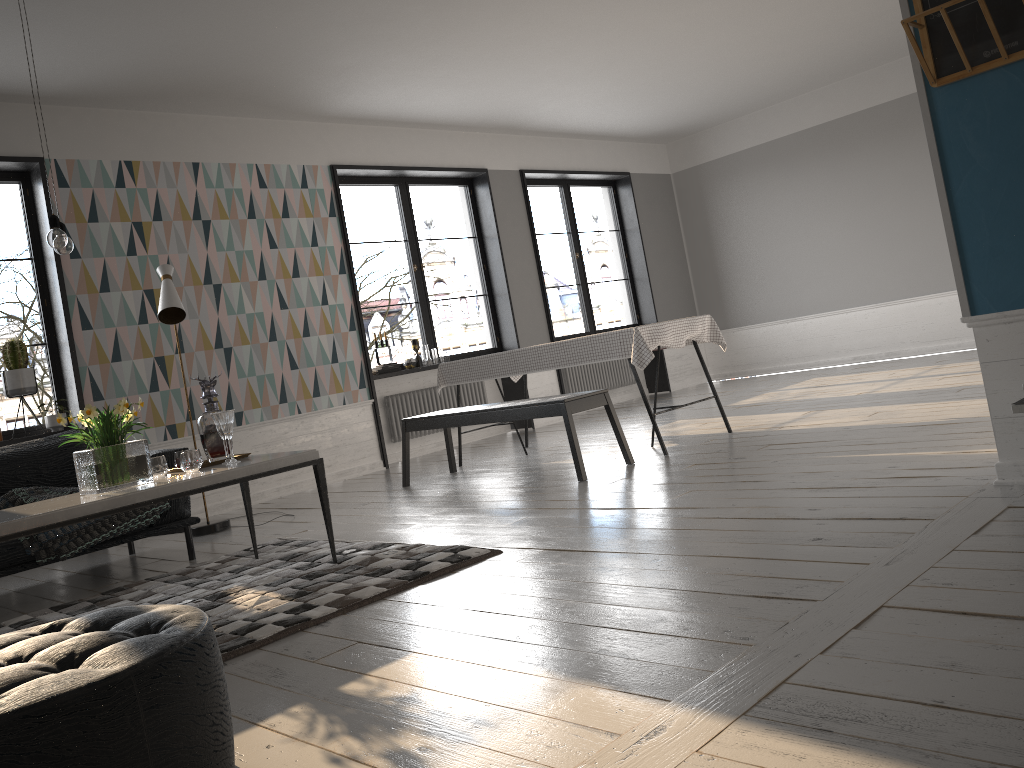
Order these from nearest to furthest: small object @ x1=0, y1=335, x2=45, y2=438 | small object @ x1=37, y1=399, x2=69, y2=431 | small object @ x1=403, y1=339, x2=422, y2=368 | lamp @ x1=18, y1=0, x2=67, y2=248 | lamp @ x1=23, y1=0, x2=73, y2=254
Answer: lamp @ x1=18, y1=0, x2=67, y2=248
lamp @ x1=23, y1=0, x2=73, y2=254
small object @ x1=0, y1=335, x2=45, y2=438
small object @ x1=37, y1=399, x2=69, y2=431
small object @ x1=403, y1=339, x2=422, y2=368

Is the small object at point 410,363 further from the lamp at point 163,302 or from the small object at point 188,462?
the small object at point 188,462

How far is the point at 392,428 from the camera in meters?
7.9

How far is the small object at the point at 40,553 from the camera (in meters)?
4.08

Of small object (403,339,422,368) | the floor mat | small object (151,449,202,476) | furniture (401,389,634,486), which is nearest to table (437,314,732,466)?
furniture (401,389,634,486)

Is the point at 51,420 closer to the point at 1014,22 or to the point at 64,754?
the point at 64,754

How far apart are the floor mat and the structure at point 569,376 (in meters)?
5.26

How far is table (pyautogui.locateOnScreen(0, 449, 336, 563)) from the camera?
3.0 meters

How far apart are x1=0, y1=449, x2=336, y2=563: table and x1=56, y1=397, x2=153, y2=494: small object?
0.02m

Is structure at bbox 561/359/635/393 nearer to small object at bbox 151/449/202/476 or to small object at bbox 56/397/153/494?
small object at bbox 151/449/202/476
